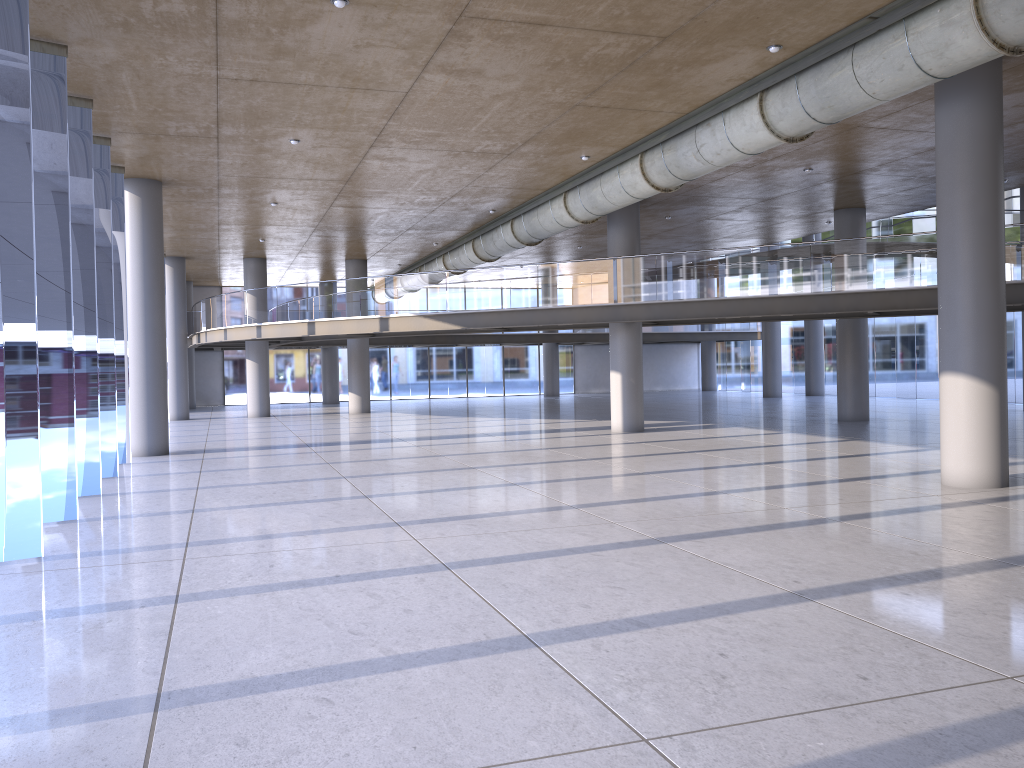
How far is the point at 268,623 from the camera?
6.04m

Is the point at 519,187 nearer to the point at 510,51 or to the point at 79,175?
the point at 510,51
